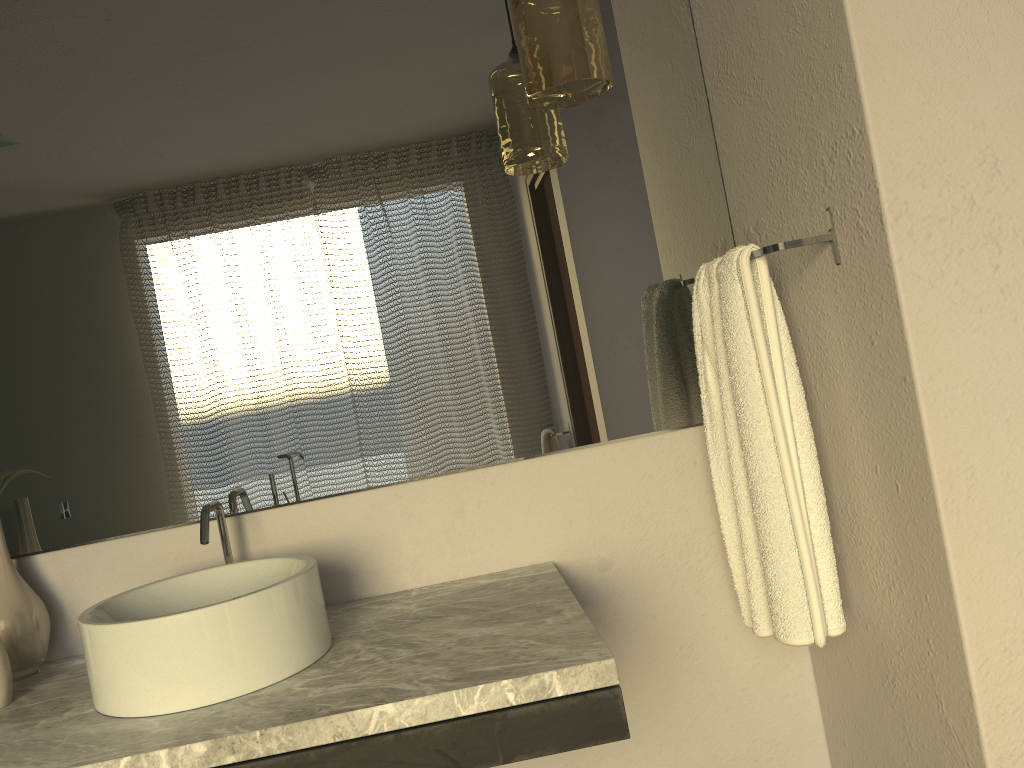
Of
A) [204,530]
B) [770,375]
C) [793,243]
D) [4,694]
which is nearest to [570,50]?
[793,243]

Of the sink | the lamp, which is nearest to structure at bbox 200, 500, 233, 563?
the sink

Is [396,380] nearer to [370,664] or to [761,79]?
[370,664]

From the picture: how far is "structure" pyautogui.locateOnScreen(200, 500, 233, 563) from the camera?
1.4 meters

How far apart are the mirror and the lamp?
0.2m

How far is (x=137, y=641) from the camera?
1.17m

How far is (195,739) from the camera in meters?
1.1

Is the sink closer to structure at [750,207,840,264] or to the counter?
the counter

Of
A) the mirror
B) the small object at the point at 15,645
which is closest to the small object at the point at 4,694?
the small object at the point at 15,645

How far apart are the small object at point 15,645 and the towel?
1.2 meters
